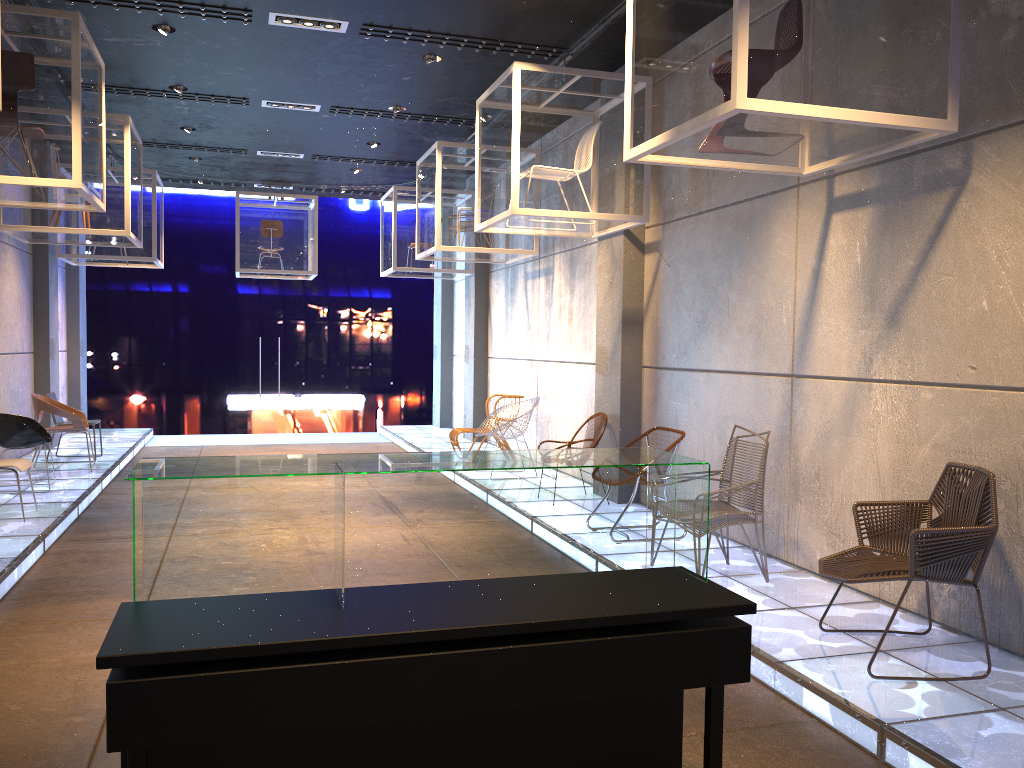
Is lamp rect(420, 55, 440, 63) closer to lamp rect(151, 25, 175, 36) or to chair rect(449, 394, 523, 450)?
lamp rect(151, 25, 175, 36)

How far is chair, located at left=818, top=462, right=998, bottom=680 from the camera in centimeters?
375cm

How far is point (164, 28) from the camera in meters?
7.1

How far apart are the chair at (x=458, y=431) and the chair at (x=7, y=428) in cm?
431

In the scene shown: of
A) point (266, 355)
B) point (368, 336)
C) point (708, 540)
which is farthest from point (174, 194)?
point (708, 540)

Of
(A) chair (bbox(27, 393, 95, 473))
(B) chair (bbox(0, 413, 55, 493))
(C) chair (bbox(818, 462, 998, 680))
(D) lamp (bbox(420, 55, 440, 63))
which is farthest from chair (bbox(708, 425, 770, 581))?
(A) chair (bbox(27, 393, 95, 473))

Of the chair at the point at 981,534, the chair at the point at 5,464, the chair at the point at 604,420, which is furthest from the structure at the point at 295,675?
the chair at the point at 5,464

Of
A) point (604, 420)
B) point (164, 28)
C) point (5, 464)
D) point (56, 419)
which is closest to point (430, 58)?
point (164, 28)

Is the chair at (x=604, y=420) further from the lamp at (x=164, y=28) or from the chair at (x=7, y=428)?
the chair at (x=7, y=428)

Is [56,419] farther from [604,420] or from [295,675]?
[295,675]
